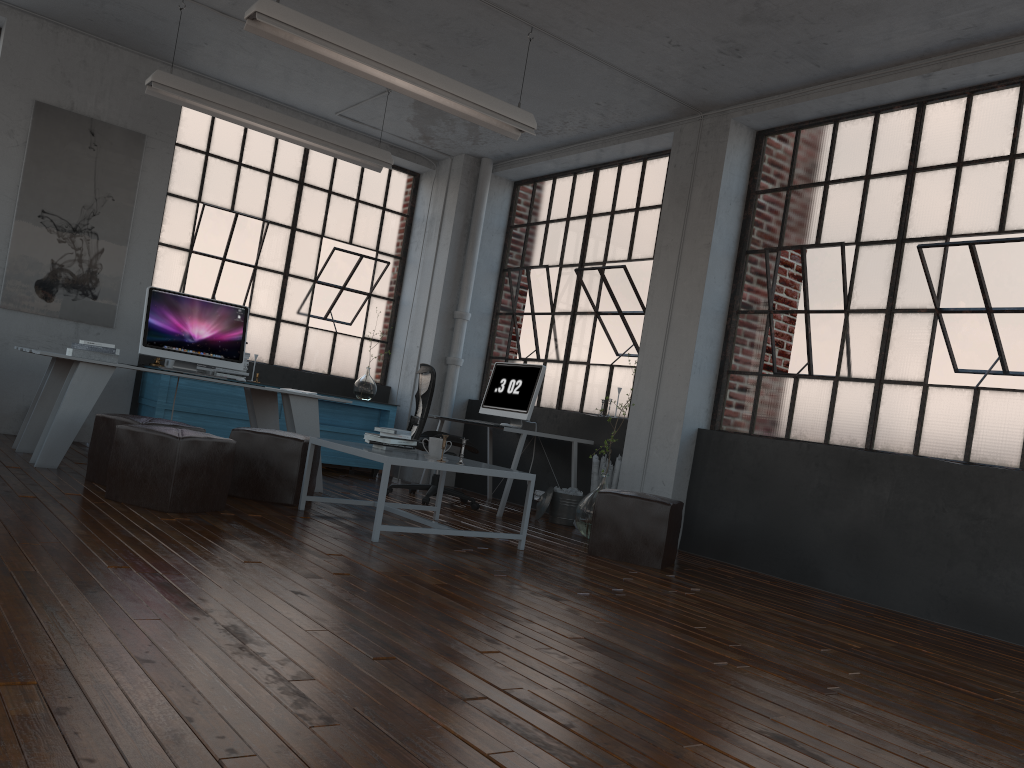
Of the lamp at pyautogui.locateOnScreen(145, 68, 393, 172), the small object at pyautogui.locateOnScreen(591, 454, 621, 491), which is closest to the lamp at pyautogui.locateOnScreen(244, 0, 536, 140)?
the lamp at pyautogui.locateOnScreen(145, 68, 393, 172)

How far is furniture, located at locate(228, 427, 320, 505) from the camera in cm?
541

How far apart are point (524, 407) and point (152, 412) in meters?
3.1 m

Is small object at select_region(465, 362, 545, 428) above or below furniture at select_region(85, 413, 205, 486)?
above

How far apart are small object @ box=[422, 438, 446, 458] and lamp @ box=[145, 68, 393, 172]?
2.9m

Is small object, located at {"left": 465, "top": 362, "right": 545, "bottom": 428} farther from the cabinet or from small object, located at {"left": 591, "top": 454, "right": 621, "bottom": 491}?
the cabinet

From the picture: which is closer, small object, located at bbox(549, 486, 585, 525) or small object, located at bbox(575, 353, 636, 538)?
small object, located at bbox(575, 353, 636, 538)

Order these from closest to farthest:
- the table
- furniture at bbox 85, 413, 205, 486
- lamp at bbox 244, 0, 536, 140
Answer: the table, lamp at bbox 244, 0, 536, 140, furniture at bbox 85, 413, 205, 486

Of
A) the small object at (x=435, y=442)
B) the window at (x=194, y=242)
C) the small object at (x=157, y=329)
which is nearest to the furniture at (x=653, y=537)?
the small object at (x=435, y=442)

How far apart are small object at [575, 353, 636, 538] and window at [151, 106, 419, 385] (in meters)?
3.76
